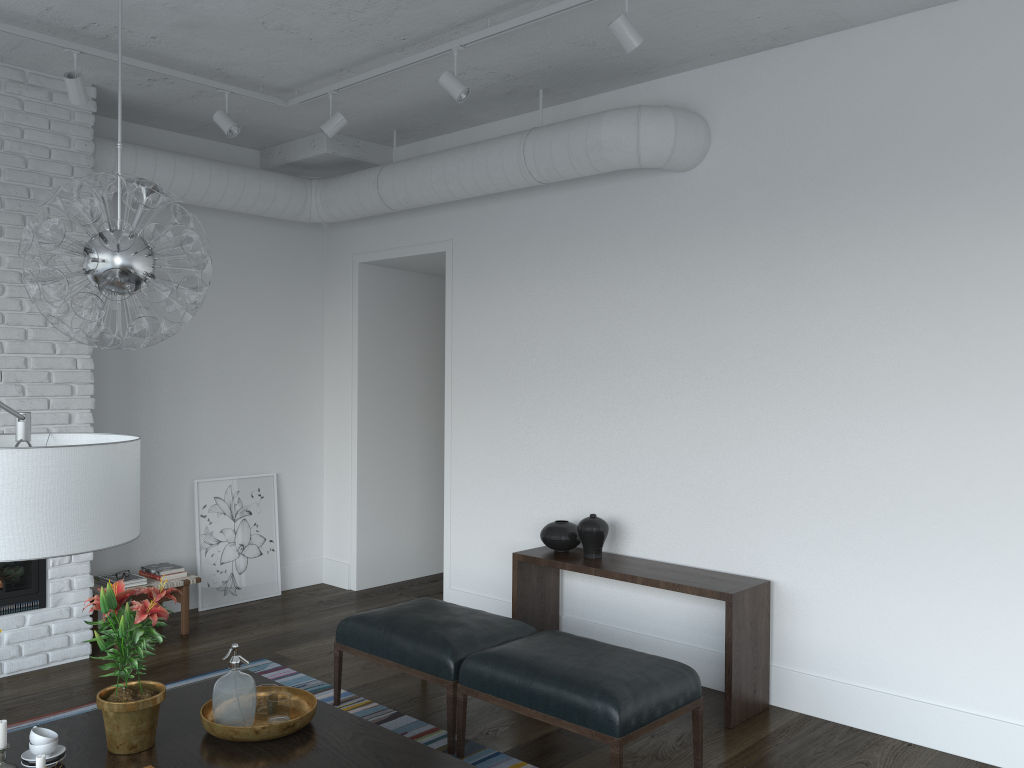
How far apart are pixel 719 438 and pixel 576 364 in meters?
1.0 m

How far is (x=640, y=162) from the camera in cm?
453

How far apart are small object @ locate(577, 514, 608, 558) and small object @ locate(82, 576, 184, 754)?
2.4m

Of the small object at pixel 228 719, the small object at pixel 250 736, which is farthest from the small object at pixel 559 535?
the small object at pixel 228 719

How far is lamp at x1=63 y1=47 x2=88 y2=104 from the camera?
4.2m

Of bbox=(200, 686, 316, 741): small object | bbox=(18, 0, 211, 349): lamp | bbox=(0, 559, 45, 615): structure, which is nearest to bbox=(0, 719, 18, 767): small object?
bbox=(200, 686, 316, 741): small object

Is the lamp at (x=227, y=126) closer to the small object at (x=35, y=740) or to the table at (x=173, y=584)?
the table at (x=173, y=584)

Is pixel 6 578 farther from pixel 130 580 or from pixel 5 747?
pixel 5 747

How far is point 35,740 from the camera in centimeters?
267cm

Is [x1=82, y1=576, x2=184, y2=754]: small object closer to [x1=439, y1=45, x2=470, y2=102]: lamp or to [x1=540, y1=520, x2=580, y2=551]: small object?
[x1=540, y1=520, x2=580, y2=551]: small object
